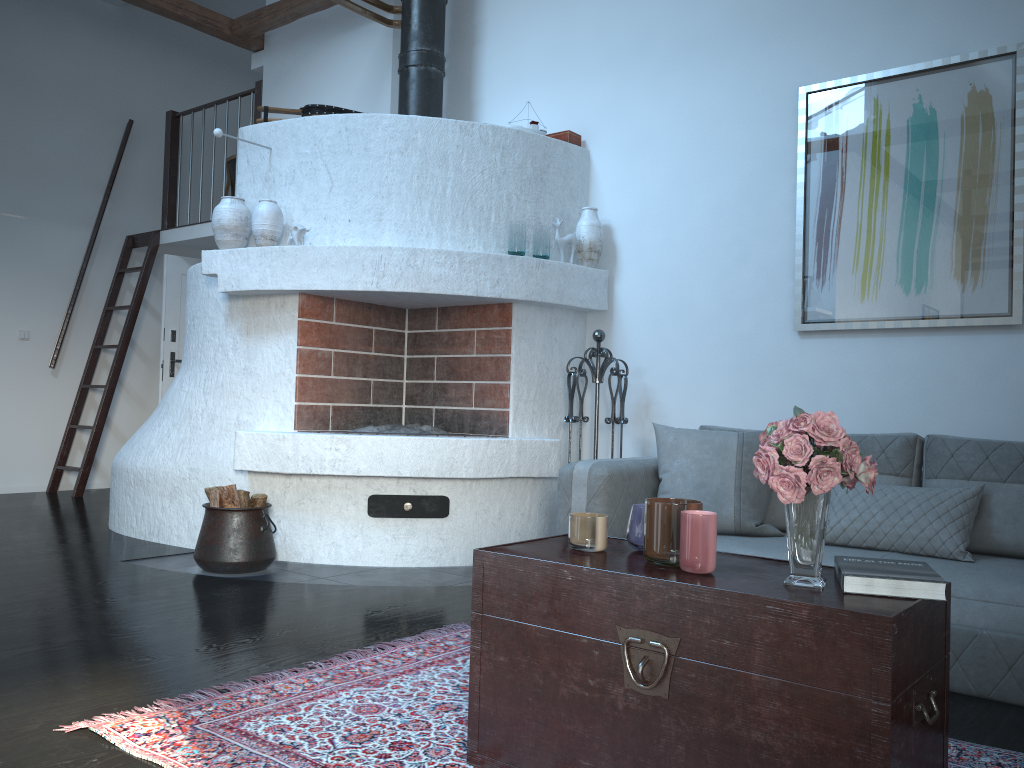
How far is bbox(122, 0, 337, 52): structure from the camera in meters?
6.1 m

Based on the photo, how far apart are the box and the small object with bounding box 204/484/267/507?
2.6 meters

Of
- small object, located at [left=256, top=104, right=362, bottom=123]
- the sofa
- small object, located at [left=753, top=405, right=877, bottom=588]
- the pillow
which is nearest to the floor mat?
the sofa

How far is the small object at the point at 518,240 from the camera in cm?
457

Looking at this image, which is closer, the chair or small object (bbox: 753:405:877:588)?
small object (bbox: 753:405:877:588)

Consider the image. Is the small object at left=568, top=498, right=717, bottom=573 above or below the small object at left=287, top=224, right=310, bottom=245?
below

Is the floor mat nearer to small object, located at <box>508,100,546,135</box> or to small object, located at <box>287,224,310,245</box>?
small object, located at <box>287,224,310,245</box>

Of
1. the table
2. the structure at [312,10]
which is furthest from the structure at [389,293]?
the table

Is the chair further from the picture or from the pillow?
the pillow

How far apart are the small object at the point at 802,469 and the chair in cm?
730
